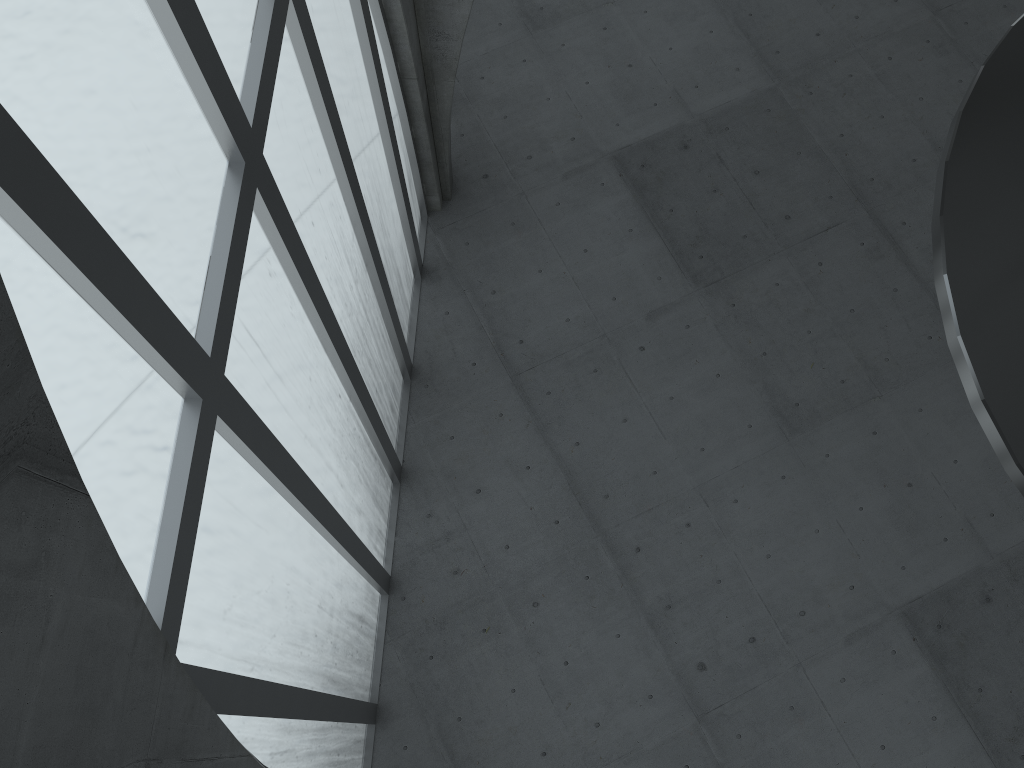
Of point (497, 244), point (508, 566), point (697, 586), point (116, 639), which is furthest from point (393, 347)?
point (116, 639)
